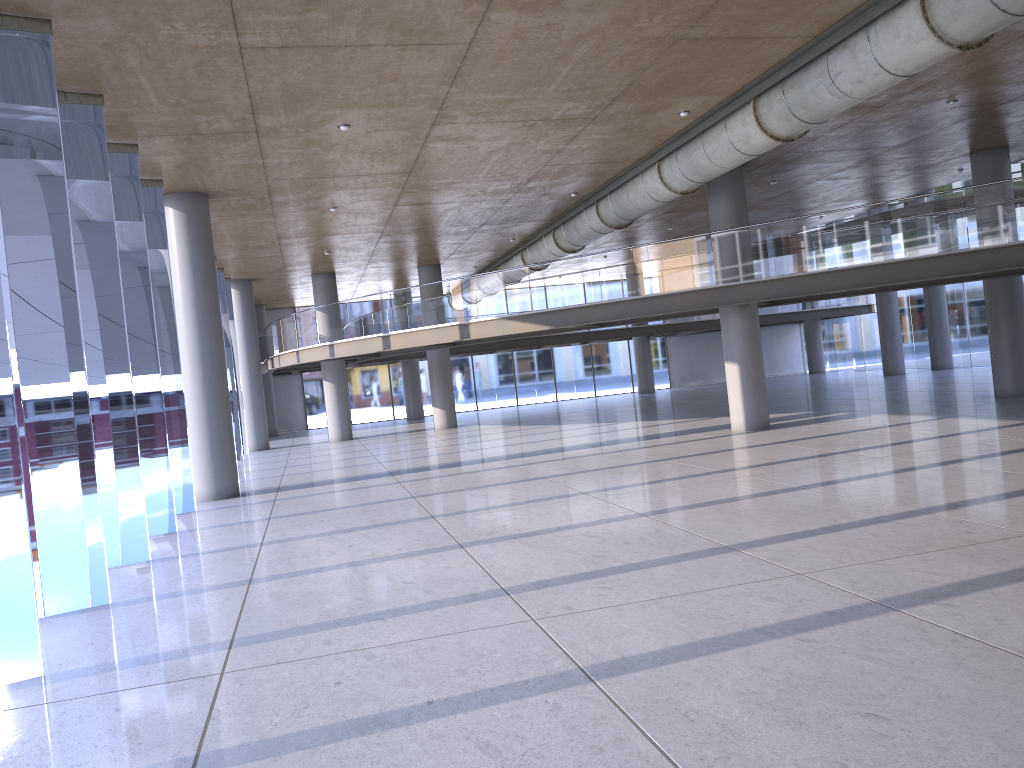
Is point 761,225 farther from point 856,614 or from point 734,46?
point 856,614

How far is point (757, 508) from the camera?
9.80m
